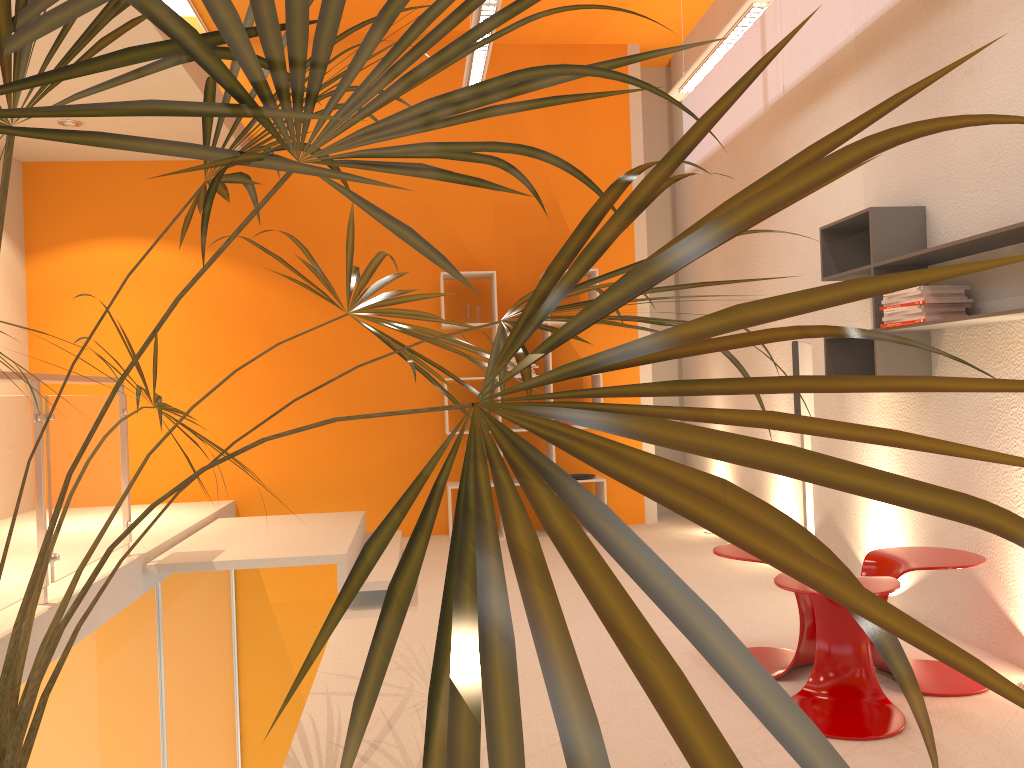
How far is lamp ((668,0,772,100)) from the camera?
4.1 meters

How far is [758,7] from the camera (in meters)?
4.06

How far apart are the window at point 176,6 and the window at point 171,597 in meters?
3.5 m

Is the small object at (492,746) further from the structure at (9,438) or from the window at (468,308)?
the window at (468,308)

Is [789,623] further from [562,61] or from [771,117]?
[562,61]

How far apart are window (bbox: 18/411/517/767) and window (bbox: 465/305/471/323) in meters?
3.0

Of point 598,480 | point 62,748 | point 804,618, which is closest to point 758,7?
point 804,618

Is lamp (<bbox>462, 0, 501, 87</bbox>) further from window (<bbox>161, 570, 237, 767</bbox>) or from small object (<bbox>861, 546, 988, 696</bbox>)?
window (<bbox>161, 570, 237, 767</bbox>)

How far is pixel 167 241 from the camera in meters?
6.7

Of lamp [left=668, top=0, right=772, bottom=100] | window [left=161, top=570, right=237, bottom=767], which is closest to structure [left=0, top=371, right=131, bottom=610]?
window [left=161, top=570, right=237, bottom=767]
